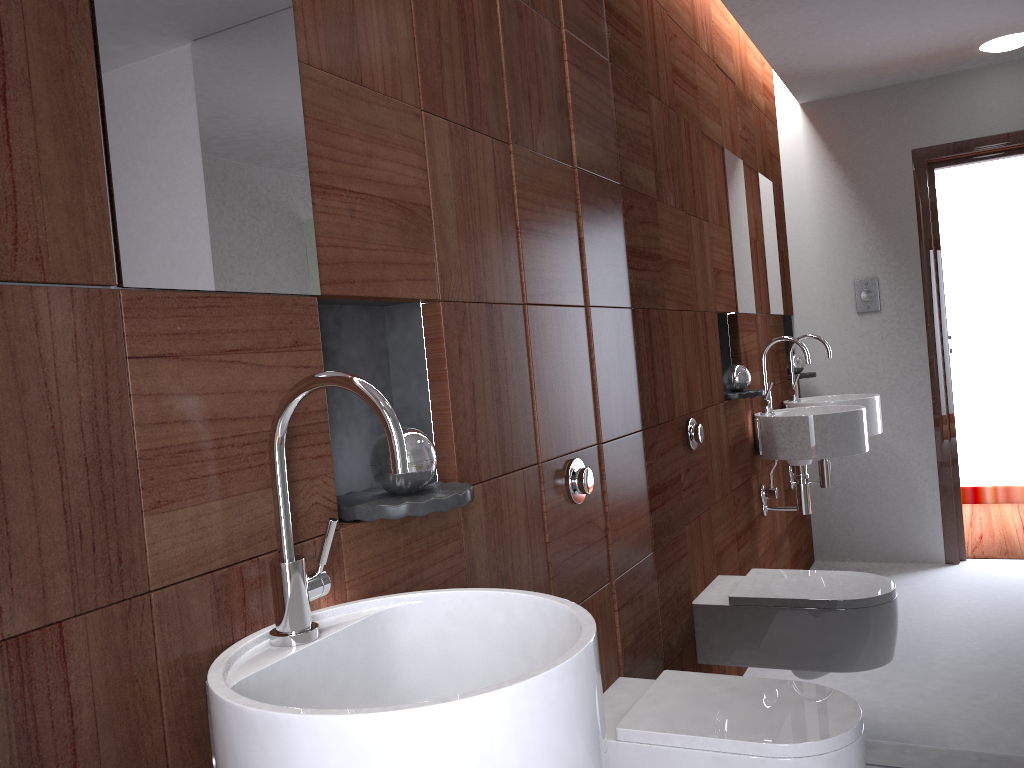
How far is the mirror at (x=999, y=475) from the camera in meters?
1.9

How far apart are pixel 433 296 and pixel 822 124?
1.14m

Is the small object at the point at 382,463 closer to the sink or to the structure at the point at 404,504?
the structure at the point at 404,504

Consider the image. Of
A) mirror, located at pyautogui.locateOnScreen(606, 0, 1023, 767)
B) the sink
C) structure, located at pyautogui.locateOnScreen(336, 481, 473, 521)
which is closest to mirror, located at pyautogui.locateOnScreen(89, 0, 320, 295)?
the sink

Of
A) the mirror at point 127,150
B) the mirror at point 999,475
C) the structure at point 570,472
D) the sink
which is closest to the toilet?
the mirror at point 999,475

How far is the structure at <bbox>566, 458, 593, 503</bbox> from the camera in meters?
1.9 m

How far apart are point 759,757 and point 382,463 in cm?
90

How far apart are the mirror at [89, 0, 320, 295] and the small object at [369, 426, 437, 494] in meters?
0.2

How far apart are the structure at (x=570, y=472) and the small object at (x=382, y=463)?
0.6m

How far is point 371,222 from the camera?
1.32m
